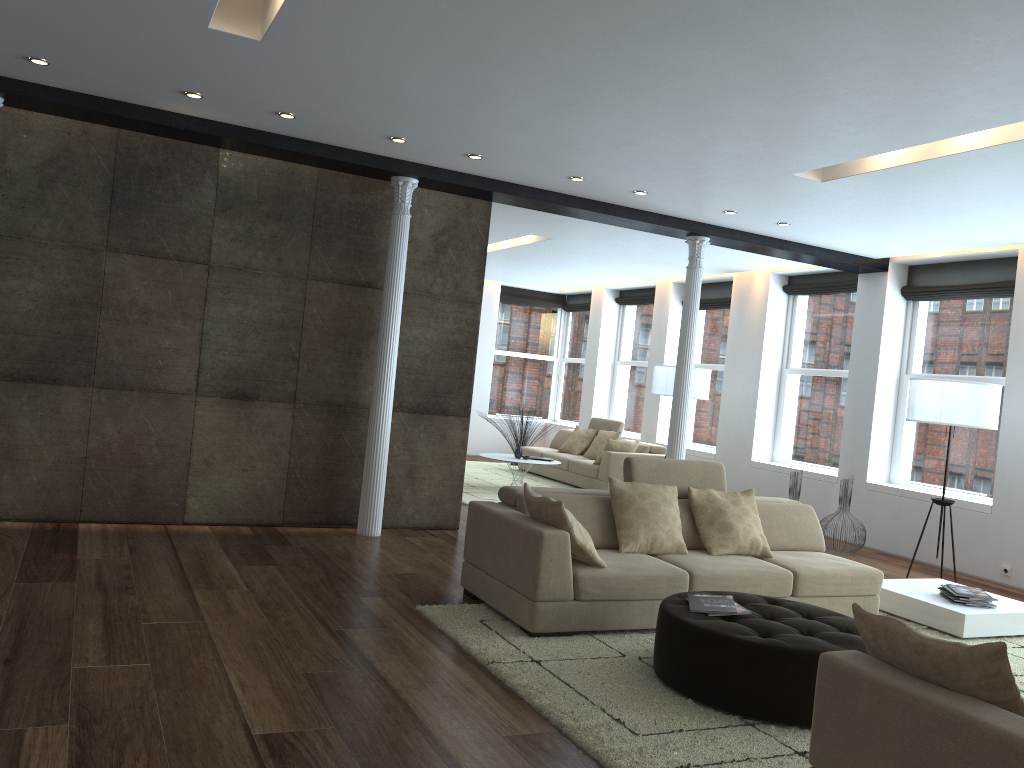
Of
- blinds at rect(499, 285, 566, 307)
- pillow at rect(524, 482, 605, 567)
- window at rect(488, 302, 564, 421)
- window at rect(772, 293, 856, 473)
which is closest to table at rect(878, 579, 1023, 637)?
pillow at rect(524, 482, 605, 567)

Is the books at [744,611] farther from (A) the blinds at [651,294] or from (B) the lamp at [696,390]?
(A) the blinds at [651,294]

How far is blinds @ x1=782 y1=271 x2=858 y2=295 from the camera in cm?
1010

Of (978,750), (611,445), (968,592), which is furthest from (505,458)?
(978,750)

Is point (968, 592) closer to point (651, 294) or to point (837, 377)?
point (837, 377)

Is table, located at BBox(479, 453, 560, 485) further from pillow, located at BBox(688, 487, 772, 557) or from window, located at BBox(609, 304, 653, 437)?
pillow, located at BBox(688, 487, 772, 557)

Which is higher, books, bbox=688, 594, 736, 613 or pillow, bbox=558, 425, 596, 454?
pillow, bbox=558, 425, 596, 454

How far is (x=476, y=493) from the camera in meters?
10.2

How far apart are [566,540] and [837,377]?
6.56m

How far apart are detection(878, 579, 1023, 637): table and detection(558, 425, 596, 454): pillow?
6.4 meters
